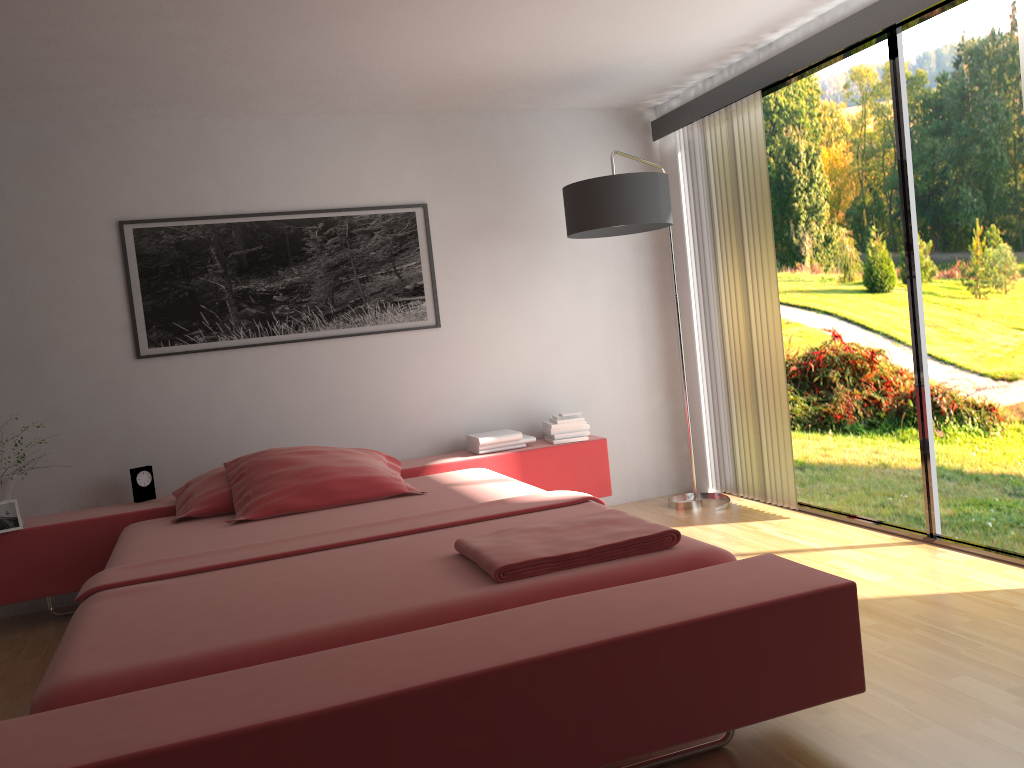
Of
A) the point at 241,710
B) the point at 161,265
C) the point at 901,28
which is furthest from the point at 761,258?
the point at 241,710

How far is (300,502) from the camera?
3.6 meters

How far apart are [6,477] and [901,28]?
4.1 meters

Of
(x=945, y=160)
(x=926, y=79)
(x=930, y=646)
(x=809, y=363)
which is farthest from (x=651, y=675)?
(x=926, y=79)

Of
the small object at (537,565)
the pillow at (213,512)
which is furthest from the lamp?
the pillow at (213,512)

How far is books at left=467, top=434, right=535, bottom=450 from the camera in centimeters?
457cm

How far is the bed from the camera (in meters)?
1.70

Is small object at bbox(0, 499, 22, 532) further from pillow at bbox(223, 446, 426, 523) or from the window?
the window

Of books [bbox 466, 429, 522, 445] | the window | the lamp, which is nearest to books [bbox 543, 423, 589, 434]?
books [bbox 466, 429, 522, 445]

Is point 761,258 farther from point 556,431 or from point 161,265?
point 161,265
